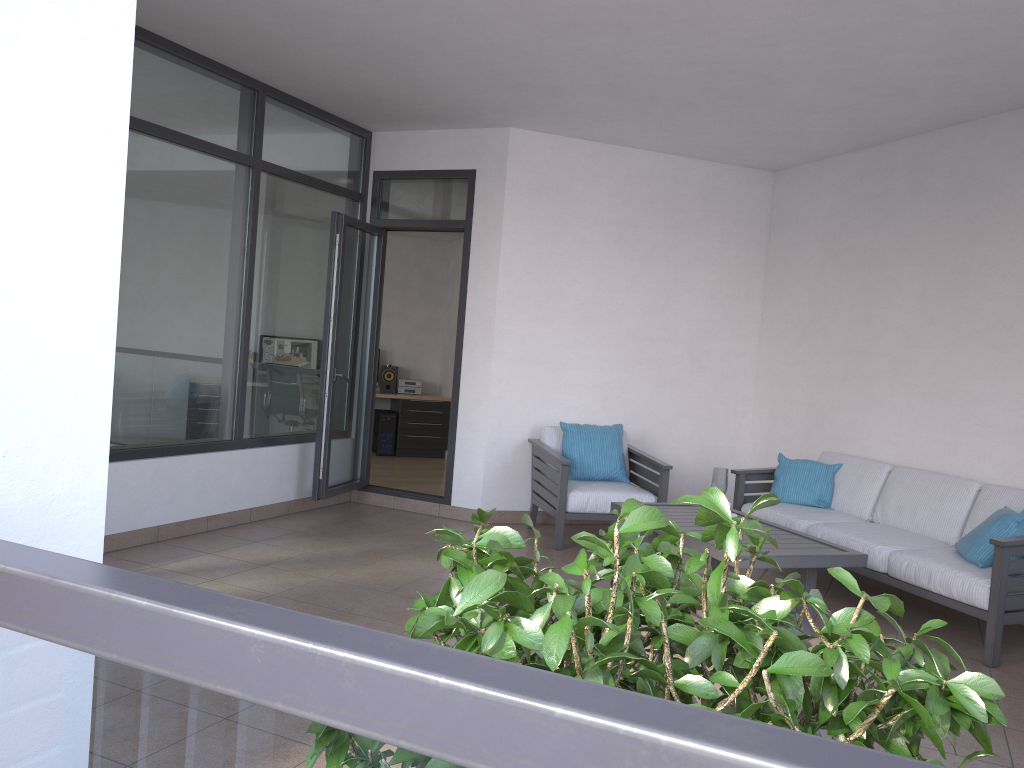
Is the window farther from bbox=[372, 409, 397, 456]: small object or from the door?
bbox=[372, 409, 397, 456]: small object

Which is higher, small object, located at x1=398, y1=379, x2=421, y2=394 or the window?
the window

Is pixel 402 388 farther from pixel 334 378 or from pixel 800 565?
pixel 800 565

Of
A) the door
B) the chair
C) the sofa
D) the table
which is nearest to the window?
the door

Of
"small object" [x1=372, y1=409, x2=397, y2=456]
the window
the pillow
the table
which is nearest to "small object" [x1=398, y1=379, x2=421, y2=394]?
"small object" [x1=372, y1=409, x2=397, y2=456]

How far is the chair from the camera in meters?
5.9 m

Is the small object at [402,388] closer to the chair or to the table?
the chair

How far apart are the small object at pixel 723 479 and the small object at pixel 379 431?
6.43m

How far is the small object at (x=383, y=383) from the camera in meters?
10.9

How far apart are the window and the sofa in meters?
3.1 m
